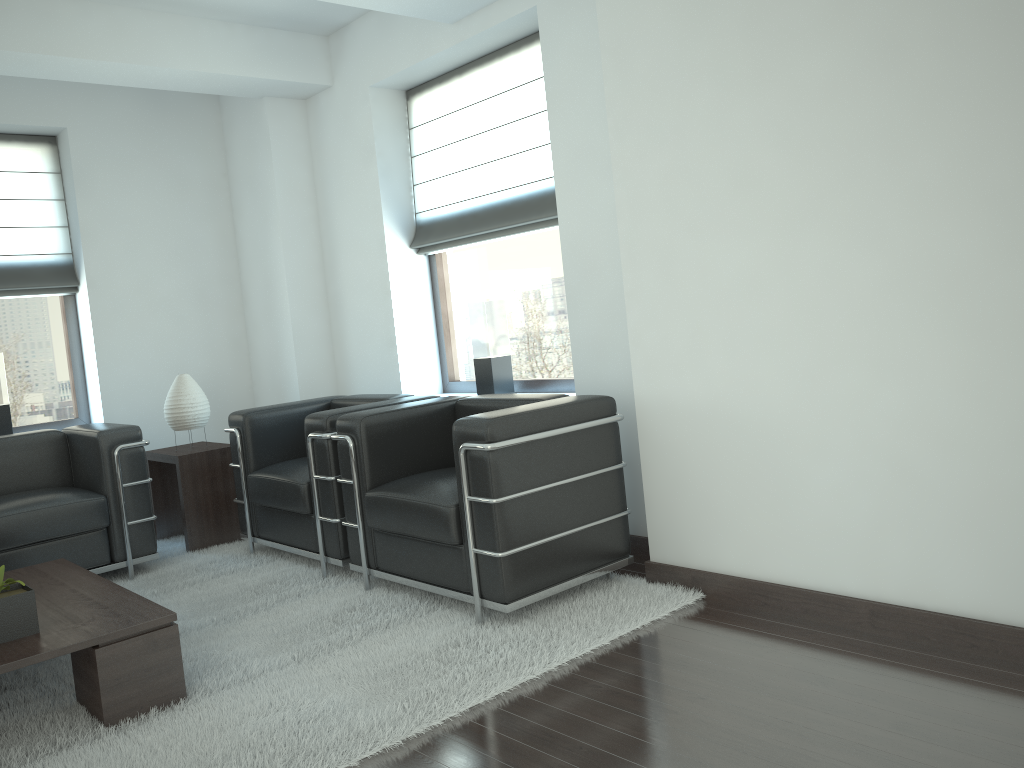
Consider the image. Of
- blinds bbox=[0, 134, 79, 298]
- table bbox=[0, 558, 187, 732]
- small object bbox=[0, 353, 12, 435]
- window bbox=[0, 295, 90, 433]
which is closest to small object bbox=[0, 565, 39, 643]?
table bbox=[0, 558, 187, 732]

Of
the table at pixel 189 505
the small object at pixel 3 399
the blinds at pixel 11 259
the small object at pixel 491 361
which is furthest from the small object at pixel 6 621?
the blinds at pixel 11 259

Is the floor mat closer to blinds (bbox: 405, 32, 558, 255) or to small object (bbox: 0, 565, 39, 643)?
small object (bbox: 0, 565, 39, 643)

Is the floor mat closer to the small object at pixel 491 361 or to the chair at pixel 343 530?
the chair at pixel 343 530

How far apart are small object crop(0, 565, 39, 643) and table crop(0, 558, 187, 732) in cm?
4

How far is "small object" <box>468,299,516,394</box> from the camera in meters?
7.0

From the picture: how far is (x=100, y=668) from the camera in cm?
401

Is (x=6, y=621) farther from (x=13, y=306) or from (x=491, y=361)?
(x=13, y=306)

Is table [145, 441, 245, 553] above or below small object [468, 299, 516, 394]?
below

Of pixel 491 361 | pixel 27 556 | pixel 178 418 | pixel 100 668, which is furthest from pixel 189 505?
pixel 100 668
